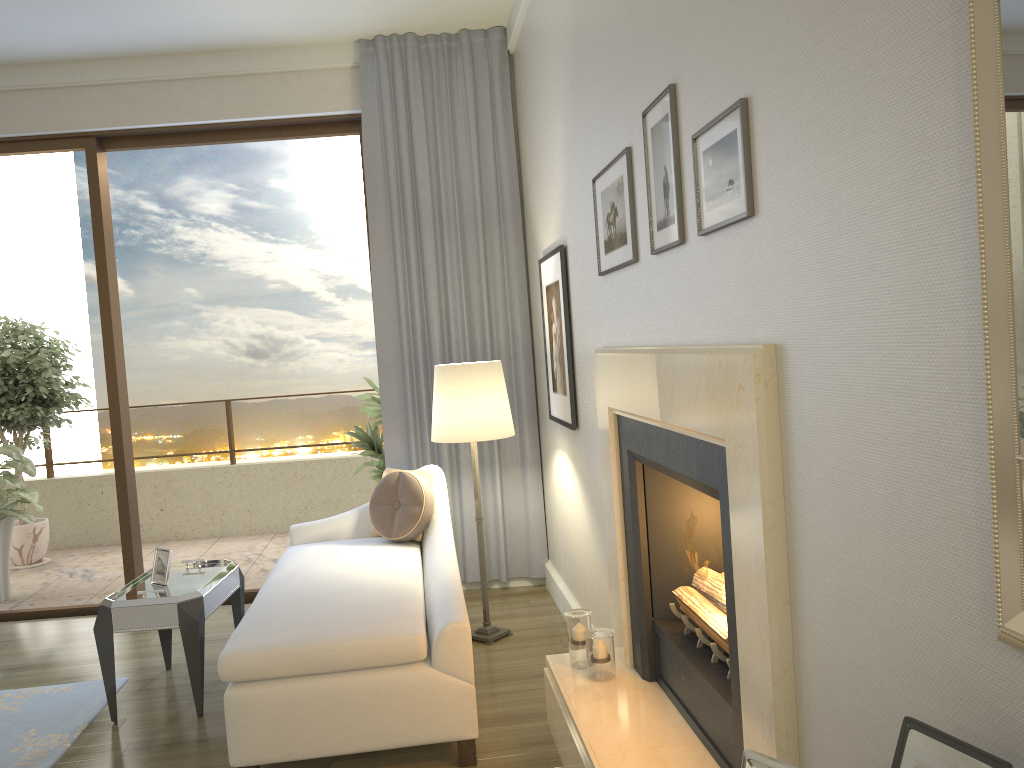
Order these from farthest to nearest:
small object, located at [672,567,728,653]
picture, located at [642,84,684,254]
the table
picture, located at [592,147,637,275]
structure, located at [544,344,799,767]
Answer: the table
picture, located at [592,147,637,275]
small object, located at [672,567,728,653]
picture, located at [642,84,684,254]
structure, located at [544,344,799,767]

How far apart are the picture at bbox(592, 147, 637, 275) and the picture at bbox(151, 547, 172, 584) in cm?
217

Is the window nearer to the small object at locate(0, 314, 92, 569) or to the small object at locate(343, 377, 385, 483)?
the small object at locate(343, 377, 385, 483)

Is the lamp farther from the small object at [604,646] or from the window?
the window

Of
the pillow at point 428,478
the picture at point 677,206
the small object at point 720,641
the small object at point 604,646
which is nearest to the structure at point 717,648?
the small object at point 720,641

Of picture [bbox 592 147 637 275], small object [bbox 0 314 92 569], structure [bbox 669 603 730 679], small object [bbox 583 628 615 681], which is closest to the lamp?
picture [bbox 592 147 637 275]

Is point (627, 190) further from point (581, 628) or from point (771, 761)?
point (771, 761)

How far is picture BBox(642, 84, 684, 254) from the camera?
2.15m

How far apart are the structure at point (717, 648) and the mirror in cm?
133

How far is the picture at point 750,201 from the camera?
1.7m
